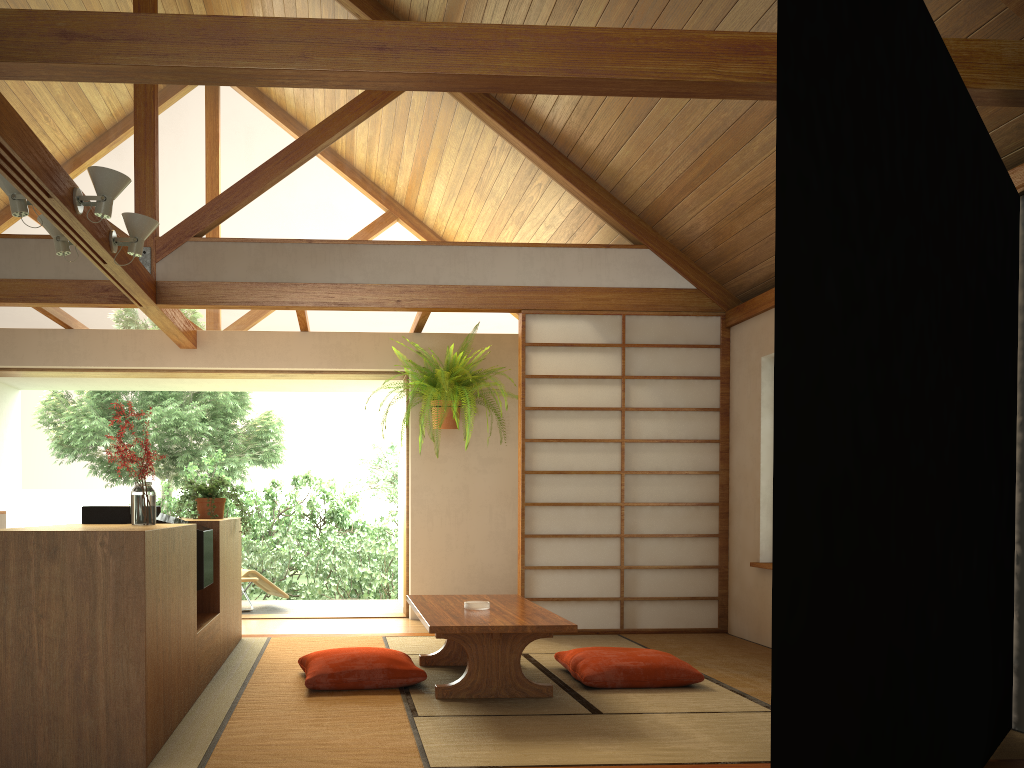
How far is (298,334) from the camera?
6.7 meters

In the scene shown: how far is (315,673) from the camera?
3.8 meters

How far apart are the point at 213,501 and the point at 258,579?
2.61m

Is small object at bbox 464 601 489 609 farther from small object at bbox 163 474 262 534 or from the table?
small object at bbox 163 474 262 534

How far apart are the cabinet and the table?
0.9 meters

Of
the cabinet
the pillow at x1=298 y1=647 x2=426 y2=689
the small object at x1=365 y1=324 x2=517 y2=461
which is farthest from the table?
the small object at x1=365 y1=324 x2=517 y2=461

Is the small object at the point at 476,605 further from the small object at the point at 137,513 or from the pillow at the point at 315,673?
the small object at the point at 137,513

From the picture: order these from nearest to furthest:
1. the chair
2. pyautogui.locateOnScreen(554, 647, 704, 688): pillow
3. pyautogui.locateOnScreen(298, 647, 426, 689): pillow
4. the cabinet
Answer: the cabinet
pyautogui.locateOnScreen(298, 647, 426, 689): pillow
pyautogui.locateOnScreen(554, 647, 704, 688): pillow
the chair

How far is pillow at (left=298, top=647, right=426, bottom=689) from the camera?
3.76m

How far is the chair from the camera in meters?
7.2 m
